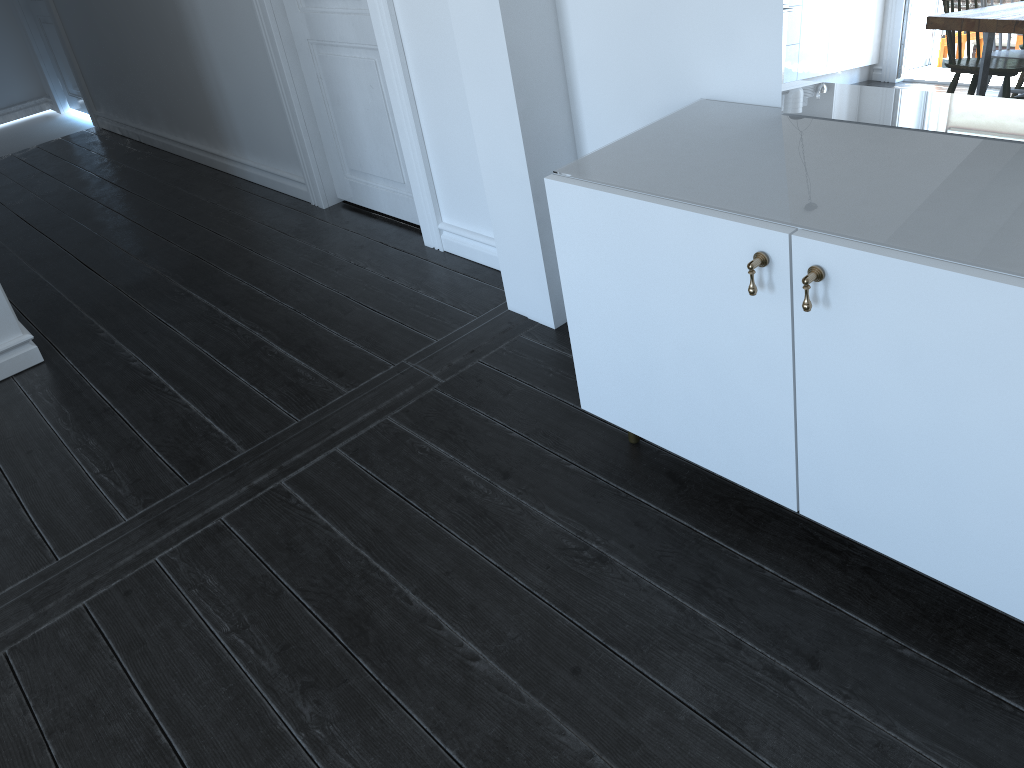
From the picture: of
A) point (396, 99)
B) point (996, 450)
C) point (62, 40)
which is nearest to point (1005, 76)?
point (996, 450)

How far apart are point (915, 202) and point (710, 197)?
1.97m

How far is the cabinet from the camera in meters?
1.4

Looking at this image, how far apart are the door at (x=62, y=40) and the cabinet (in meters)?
3.36

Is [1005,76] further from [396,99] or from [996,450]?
[396,99]

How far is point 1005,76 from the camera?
1.6 meters

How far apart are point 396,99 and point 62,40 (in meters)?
4.13

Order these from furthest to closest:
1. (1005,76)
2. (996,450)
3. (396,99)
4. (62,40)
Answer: (62,40)
(396,99)
(1005,76)
(996,450)

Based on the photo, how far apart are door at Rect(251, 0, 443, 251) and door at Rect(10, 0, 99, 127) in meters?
3.1 m

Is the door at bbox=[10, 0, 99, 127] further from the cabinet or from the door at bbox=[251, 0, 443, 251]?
the cabinet
